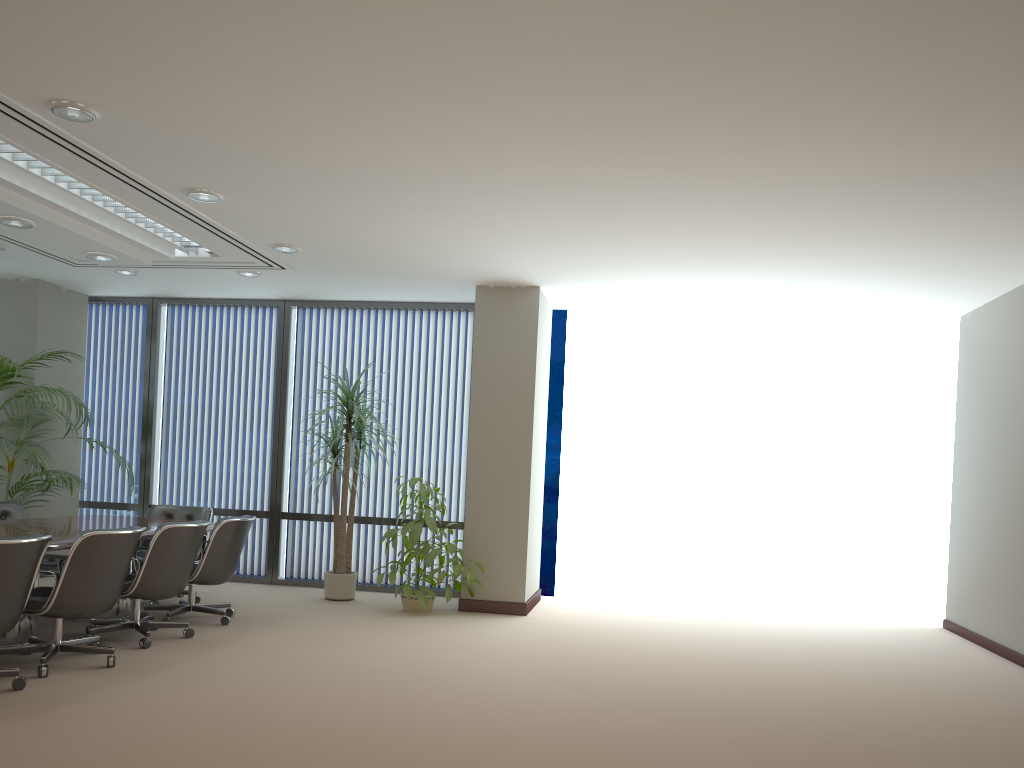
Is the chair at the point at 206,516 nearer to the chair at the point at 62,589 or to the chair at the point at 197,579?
the chair at the point at 197,579

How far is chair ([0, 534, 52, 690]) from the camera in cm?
441

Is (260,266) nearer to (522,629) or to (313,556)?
(313,556)

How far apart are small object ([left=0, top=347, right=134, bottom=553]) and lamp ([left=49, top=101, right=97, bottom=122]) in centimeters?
364cm

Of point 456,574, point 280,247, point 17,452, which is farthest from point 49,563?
point 456,574

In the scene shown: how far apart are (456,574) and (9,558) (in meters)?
3.92

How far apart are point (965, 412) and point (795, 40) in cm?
596

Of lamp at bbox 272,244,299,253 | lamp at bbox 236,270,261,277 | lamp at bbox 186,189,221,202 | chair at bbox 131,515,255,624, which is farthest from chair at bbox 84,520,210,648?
lamp at bbox 236,270,261,277

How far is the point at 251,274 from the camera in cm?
822

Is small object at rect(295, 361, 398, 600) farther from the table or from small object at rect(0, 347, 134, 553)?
small object at rect(0, 347, 134, 553)
